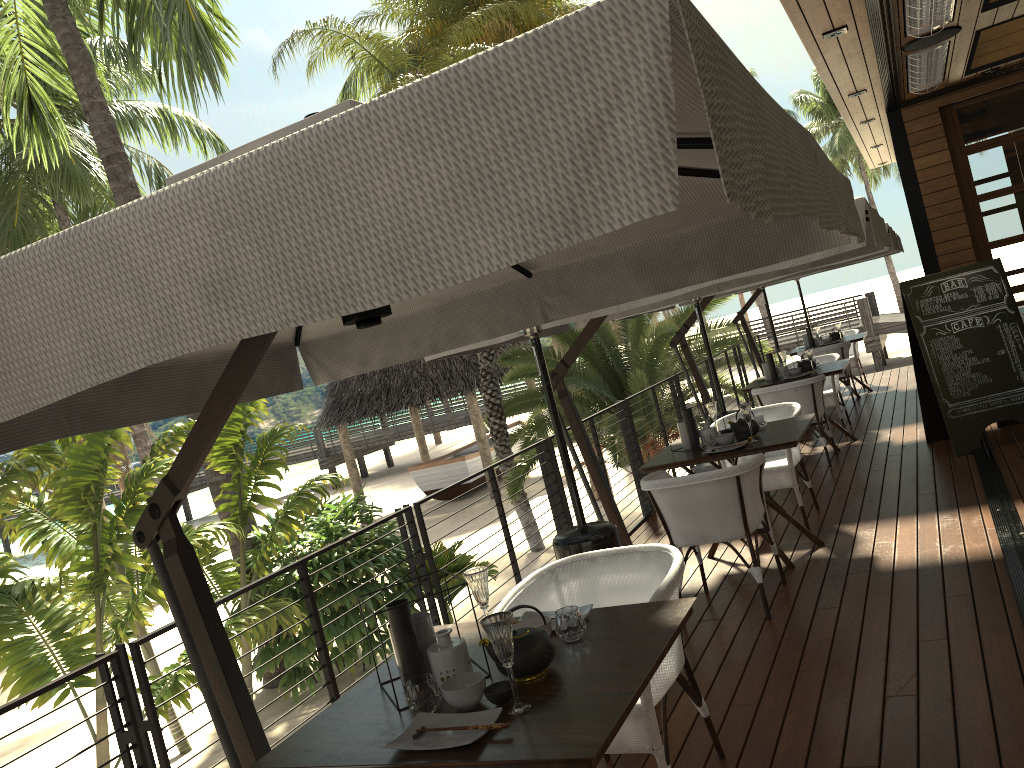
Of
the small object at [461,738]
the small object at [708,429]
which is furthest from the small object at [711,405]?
the small object at [461,738]

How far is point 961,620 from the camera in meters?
3.8 m

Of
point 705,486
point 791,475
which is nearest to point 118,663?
point 705,486

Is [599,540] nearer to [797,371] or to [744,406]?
[744,406]

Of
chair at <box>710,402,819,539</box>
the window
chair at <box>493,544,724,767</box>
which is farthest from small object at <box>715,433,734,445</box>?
the window

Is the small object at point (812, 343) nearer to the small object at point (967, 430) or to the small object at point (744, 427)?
the small object at point (967, 430)

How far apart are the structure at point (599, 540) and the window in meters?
6.0 m

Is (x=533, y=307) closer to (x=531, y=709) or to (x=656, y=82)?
(x=531, y=709)

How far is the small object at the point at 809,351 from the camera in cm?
818

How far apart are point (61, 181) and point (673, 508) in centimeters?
2071cm
